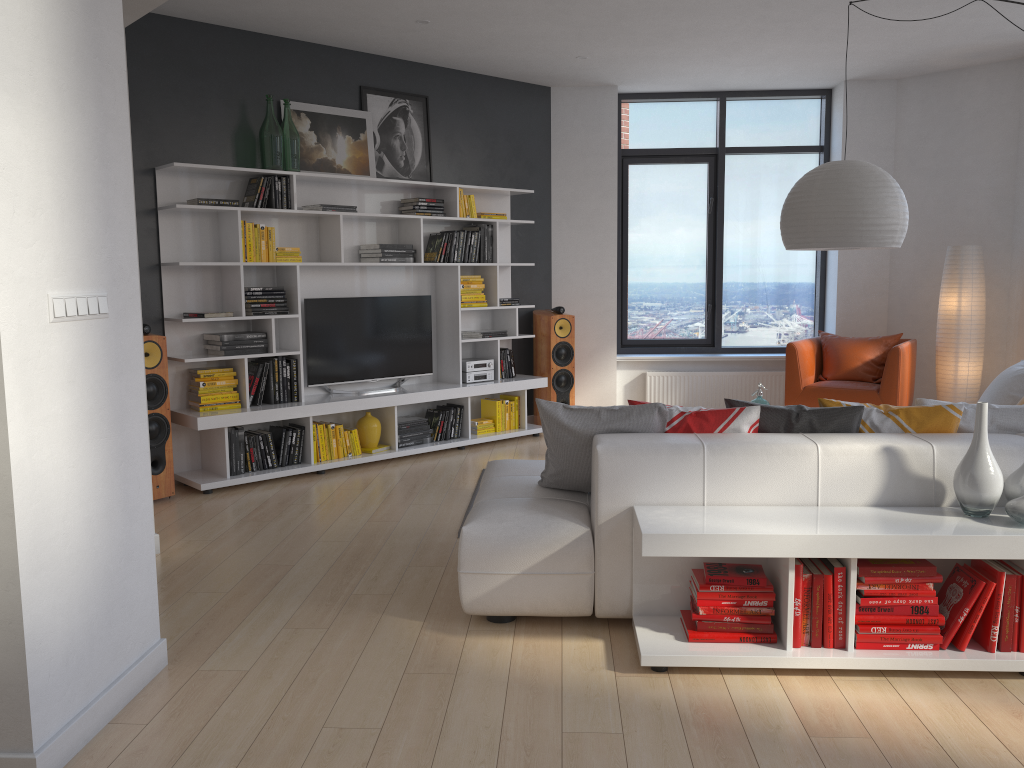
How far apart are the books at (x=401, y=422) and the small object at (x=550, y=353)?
1.3 meters

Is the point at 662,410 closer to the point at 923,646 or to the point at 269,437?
the point at 923,646

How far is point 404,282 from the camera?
6.9m

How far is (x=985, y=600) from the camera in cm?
294

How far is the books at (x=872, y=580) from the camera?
2.97m

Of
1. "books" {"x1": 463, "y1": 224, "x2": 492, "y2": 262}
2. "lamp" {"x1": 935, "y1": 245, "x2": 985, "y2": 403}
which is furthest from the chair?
"books" {"x1": 463, "y1": 224, "x2": 492, "y2": 262}

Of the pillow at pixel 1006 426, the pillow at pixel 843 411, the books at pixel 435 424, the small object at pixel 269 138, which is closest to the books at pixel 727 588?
the pillow at pixel 843 411

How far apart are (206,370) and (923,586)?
4.42m

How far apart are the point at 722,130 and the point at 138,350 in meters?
6.5 m

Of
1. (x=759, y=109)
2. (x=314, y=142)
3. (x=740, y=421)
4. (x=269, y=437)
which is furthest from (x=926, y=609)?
(x=759, y=109)
